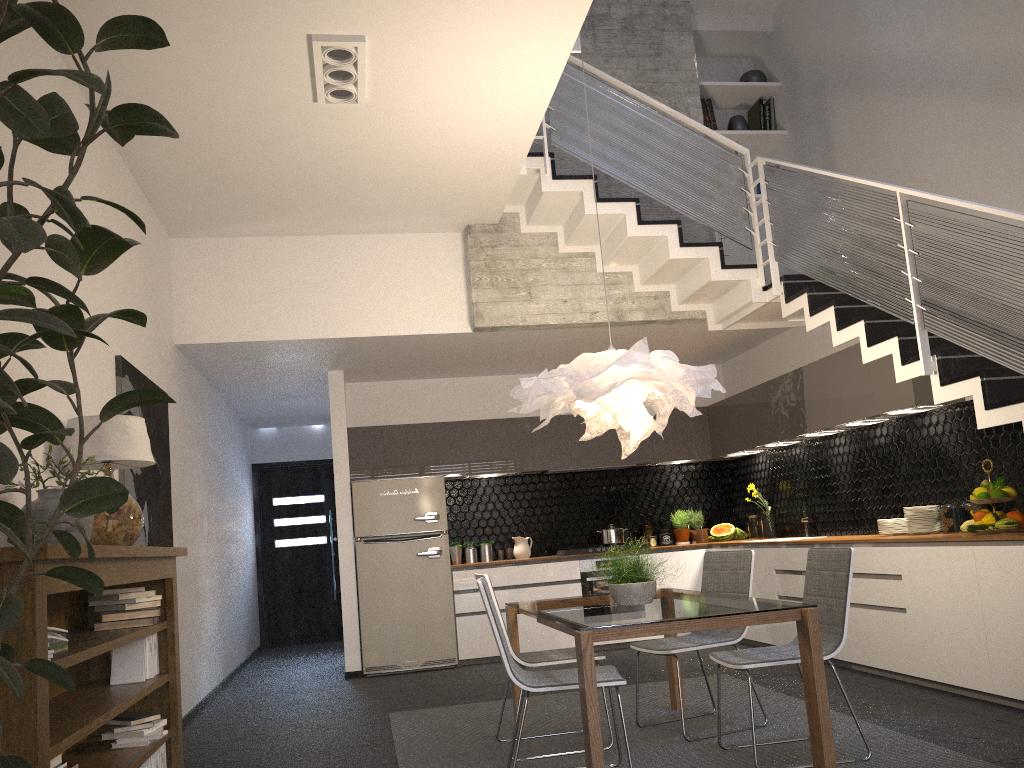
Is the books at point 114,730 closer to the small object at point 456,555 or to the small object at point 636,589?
the small object at point 636,589

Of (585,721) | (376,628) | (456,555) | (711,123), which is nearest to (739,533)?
(456,555)

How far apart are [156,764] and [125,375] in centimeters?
220cm

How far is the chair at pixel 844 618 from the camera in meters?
3.9

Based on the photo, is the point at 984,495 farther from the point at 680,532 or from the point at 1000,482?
the point at 680,532

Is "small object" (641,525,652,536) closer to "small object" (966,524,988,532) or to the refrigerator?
the refrigerator

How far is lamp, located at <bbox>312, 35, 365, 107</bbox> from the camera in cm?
435

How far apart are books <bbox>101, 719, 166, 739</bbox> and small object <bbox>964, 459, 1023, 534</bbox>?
4.4m

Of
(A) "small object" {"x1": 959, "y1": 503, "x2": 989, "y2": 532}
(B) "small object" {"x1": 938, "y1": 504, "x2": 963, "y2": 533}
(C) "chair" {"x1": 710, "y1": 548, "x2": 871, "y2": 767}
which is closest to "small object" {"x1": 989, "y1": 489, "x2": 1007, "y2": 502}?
(A) "small object" {"x1": 959, "y1": 503, "x2": 989, "y2": 532}

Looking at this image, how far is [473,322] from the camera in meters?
6.9
